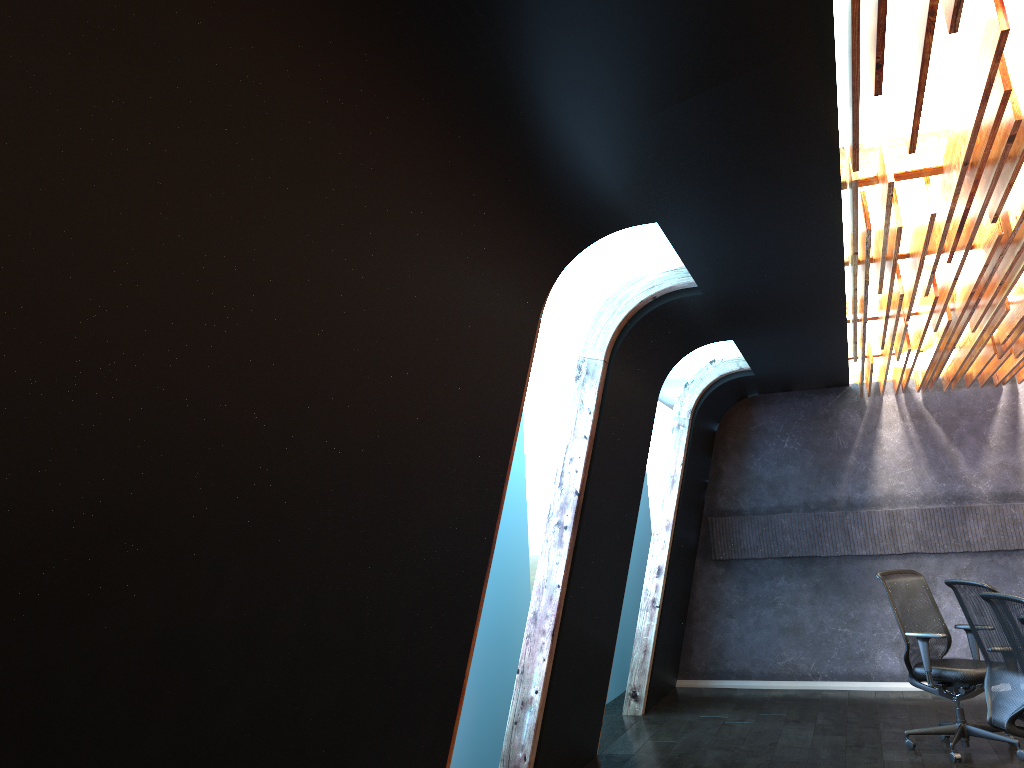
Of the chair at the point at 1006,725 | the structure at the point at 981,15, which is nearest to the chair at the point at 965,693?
the chair at the point at 1006,725

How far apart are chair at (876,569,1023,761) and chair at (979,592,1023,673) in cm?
222

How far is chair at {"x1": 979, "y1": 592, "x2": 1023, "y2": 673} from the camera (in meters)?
4.14

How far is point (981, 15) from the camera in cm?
270

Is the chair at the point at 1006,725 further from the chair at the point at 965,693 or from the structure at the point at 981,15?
the structure at the point at 981,15

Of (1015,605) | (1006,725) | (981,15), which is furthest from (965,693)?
(981,15)

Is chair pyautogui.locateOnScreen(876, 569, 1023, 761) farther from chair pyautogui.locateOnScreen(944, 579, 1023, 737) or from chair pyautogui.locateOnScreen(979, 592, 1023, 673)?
chair pyautogui.locateOnScreen(979, 592, 1023, 673)

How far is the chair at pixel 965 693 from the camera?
6.4 meters

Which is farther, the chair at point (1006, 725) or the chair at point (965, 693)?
the chair at point (965, 693)

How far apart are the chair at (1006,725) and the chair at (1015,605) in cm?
78
